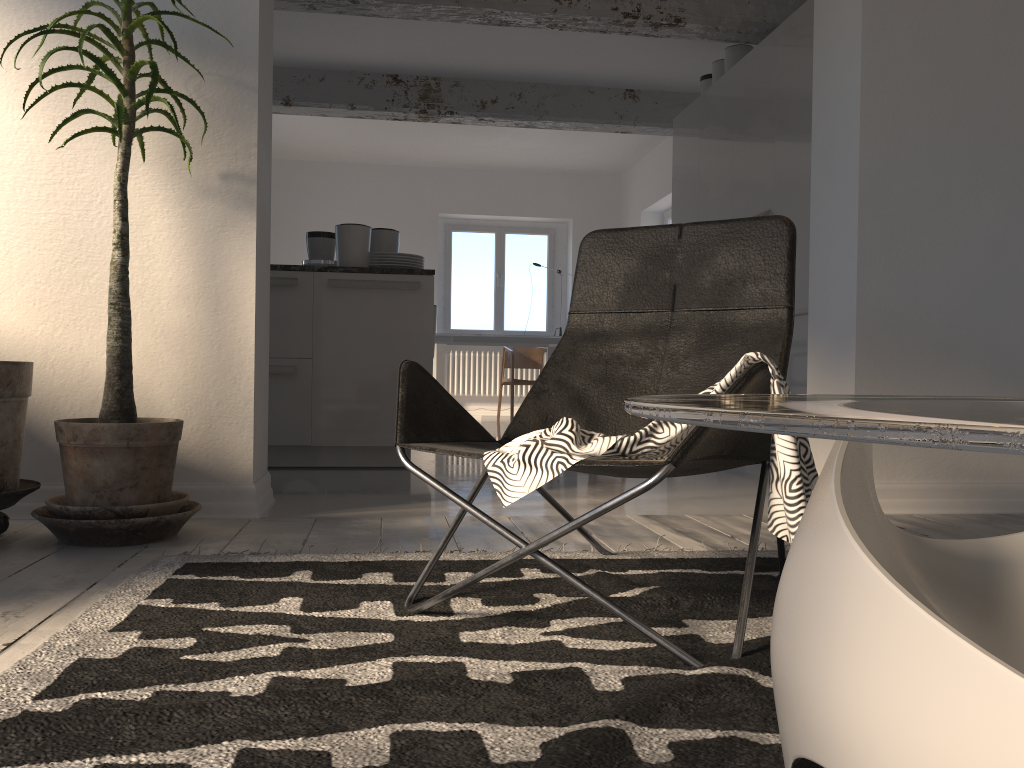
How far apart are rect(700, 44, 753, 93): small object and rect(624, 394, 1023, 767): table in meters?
5.4

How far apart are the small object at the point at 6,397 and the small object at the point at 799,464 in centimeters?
154cm

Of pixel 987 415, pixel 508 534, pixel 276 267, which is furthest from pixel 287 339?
pixel 987 415

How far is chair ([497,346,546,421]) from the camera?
9.22m

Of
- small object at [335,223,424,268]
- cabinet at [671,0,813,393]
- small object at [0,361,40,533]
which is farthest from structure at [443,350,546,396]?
small object at [0,361,40,533]

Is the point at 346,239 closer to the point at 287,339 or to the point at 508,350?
the point at 287,339

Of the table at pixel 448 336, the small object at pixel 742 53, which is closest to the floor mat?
the small object at pixel 742 53

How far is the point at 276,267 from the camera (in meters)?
4.30

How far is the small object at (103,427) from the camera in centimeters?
235cm

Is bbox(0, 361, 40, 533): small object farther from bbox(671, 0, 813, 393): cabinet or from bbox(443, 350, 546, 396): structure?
bbox(443, 350, 546, 396): structure
